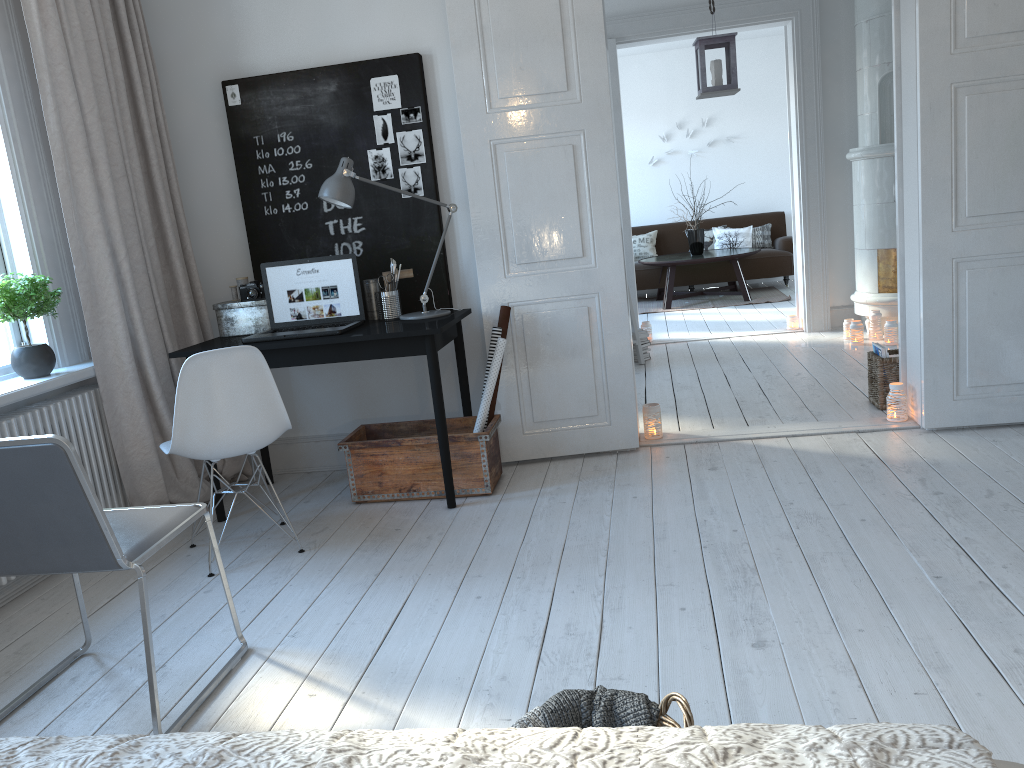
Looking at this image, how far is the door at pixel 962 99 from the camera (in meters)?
3.69

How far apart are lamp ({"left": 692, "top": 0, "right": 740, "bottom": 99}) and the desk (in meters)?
2.20

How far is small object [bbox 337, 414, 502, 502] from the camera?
3.8m

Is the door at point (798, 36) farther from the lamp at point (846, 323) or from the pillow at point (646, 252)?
the pillow at point (646, 252)

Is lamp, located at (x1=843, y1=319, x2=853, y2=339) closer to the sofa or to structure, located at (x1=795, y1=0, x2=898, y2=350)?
structure, located at (x1=795, y1=0, x2=898, y2=350)

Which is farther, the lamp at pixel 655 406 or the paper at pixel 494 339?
the lamp at pixel 655 406

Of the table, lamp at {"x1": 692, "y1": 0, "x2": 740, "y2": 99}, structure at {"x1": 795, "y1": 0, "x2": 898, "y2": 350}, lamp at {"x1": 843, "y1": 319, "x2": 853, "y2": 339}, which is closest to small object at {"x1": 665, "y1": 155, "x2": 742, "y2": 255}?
the table

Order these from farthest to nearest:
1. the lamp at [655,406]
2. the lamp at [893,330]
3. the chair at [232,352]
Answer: the lamp at [893,330] → the lamp at [655,406] → the chair at [232,352]

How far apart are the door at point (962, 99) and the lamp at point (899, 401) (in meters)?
0.04

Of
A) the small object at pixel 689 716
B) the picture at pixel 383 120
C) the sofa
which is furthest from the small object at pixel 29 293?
the sofa
